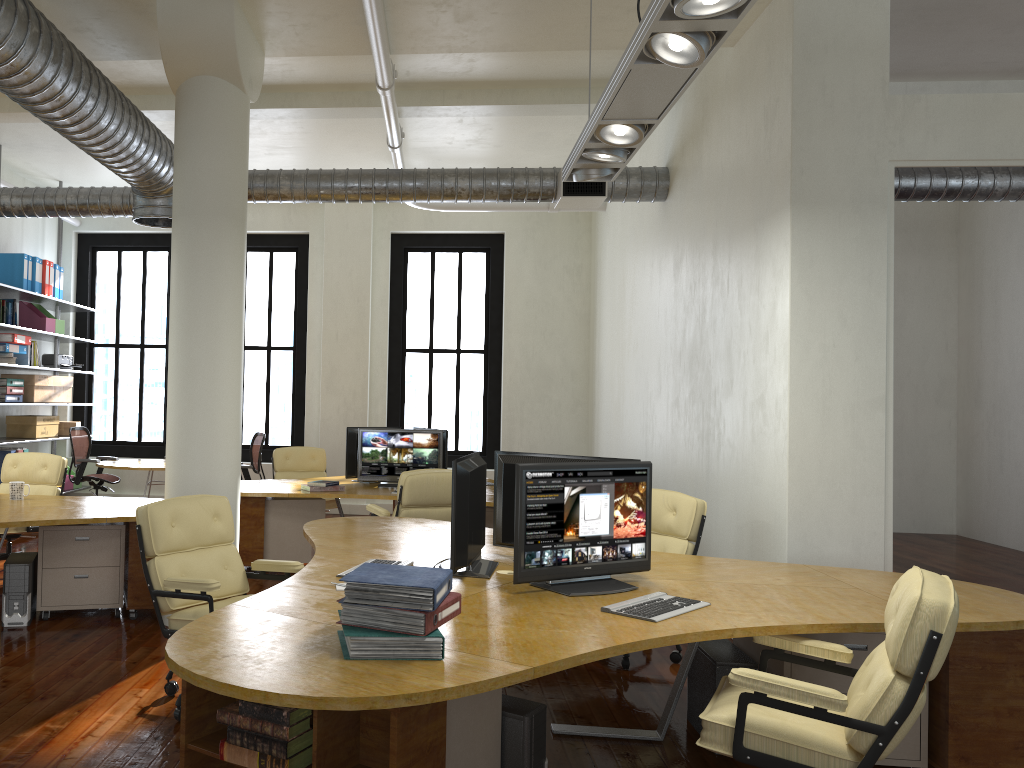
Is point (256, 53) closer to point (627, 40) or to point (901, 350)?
point (627, 40)

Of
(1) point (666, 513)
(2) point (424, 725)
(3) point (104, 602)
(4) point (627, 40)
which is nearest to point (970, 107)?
(4) point (627, 40)

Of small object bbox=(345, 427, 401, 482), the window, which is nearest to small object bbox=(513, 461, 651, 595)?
small object bbox=(345, 427, 401, 482)

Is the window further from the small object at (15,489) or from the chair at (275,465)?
the small object at (15,489)

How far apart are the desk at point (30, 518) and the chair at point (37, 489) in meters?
0.5

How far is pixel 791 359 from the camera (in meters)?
5.23

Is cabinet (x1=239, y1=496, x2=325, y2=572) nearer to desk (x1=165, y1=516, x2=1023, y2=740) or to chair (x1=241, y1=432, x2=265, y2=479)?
desk (x1=165, y1=516, x2=1023, y2=740)

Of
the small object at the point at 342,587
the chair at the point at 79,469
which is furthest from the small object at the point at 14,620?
the chair at the point at 79,469

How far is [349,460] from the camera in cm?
874

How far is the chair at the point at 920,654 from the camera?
2.6m
